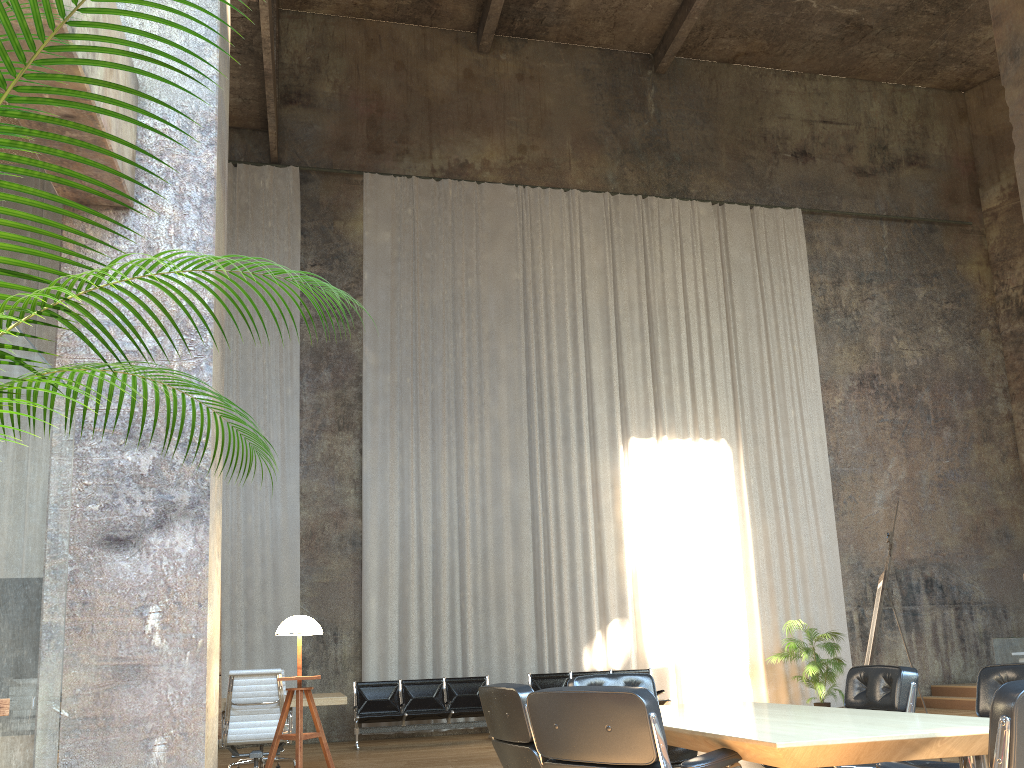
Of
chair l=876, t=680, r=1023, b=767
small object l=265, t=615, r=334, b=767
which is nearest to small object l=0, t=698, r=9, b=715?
chair l=876, t=680, r=1023, b=767

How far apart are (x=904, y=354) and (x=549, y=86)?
8.0 meters

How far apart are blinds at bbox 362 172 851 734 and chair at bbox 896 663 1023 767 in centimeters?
919cm

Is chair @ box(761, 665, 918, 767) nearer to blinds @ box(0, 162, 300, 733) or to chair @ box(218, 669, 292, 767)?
chair @ box(218, 669, 292, 767)

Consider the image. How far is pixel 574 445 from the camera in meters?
13.8 m

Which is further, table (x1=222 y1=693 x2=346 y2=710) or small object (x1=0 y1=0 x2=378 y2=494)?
table (x1=222 y1=693 x2=346 y2=710)

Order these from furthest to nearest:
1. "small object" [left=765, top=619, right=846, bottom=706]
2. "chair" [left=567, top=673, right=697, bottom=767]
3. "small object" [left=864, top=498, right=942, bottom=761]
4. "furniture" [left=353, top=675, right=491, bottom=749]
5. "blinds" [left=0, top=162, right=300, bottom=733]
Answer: "small object" [left=765, top=619, right=846, bottom=706] → "blinds" [left=0, top=162, right=300, bottom=733] → "furniture" [left=353, top=675, right=491, bottom=749] → "small object" [left=864, top=498, right=942, bottom=761] → "chair" [left=567, top=673, right=697, bottom=767]

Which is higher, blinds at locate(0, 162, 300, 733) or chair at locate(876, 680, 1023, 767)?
blinds at locate(0, 162, 300, 733)

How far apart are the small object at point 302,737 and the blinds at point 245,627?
7.9 meters

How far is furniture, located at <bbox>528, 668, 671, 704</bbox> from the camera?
11.78m
